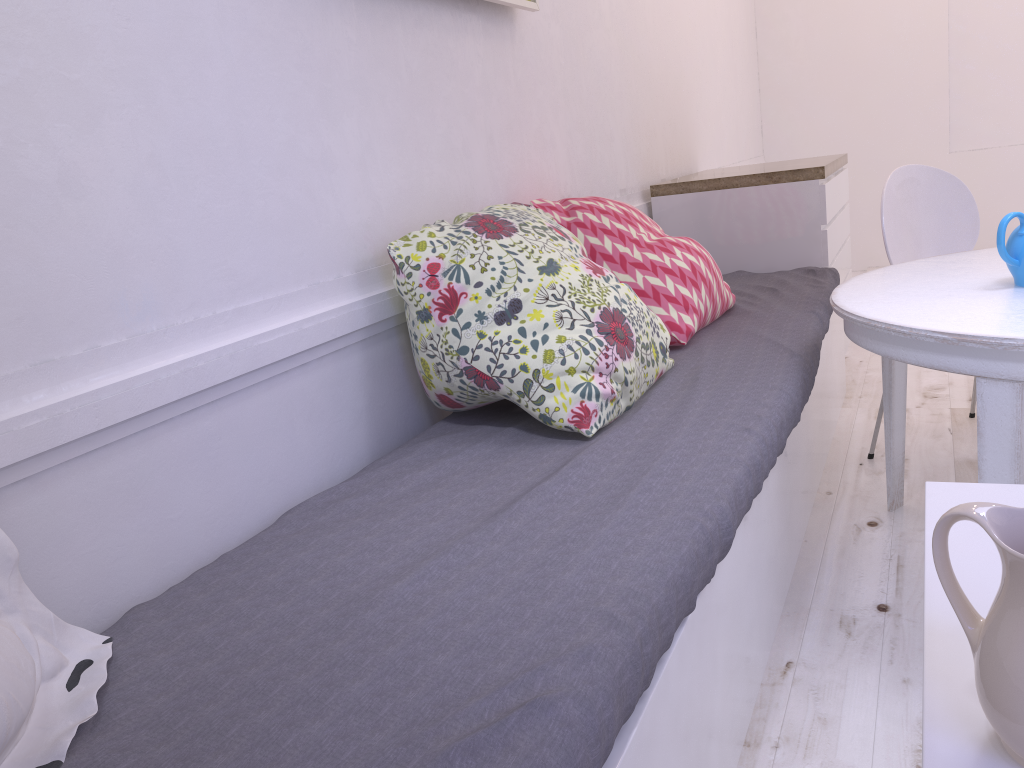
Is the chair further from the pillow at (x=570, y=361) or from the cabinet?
the pillow at (x=570, y=361)

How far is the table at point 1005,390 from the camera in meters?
1.5

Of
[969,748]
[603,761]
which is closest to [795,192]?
[603,761]

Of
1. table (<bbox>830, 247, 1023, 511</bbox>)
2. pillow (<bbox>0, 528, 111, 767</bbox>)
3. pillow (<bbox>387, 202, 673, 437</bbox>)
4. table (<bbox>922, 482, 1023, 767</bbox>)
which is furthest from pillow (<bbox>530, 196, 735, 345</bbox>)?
pillow (<bbox>0, 528, 111, 767</bbox>)

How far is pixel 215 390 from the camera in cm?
141

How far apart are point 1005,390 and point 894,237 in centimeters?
123cm

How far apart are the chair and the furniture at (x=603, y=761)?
0.22m

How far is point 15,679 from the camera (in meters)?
0.86

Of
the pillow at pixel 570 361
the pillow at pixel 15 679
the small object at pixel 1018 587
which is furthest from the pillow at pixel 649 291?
the small object at pixel 1018 587

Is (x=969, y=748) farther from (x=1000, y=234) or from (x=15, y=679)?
(x=1000, y=234)
